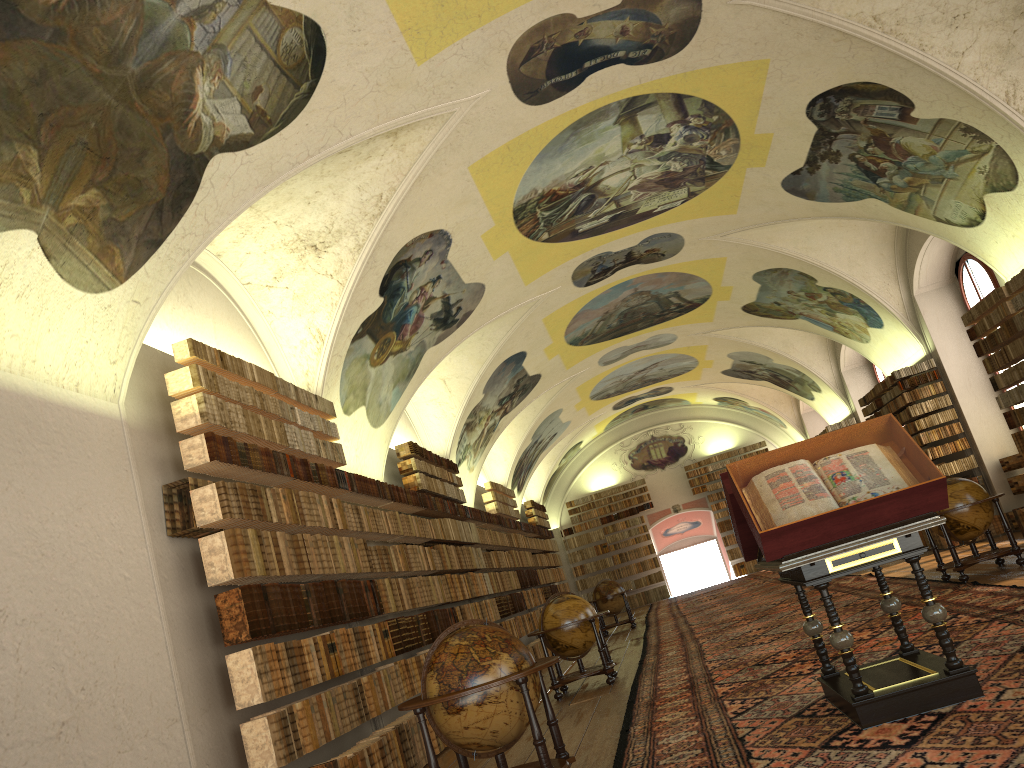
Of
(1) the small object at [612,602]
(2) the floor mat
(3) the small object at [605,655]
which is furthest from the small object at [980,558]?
(1) the small object at [612,602]

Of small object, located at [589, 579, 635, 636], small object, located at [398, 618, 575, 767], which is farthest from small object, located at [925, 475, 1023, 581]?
small object, located at [589, 579, 635, 636]

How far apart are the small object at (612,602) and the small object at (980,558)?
11.3m

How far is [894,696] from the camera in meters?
5.8

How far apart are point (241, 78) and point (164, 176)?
1.1m

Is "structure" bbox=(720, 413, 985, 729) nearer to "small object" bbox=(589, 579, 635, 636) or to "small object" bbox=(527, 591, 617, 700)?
"small object" bbox=(527, 591, 617, 700)

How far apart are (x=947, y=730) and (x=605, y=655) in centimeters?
779cm

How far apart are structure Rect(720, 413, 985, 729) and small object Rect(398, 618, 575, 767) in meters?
1.7

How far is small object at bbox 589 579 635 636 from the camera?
23.3m

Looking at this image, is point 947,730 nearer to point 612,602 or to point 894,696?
point 894,696
